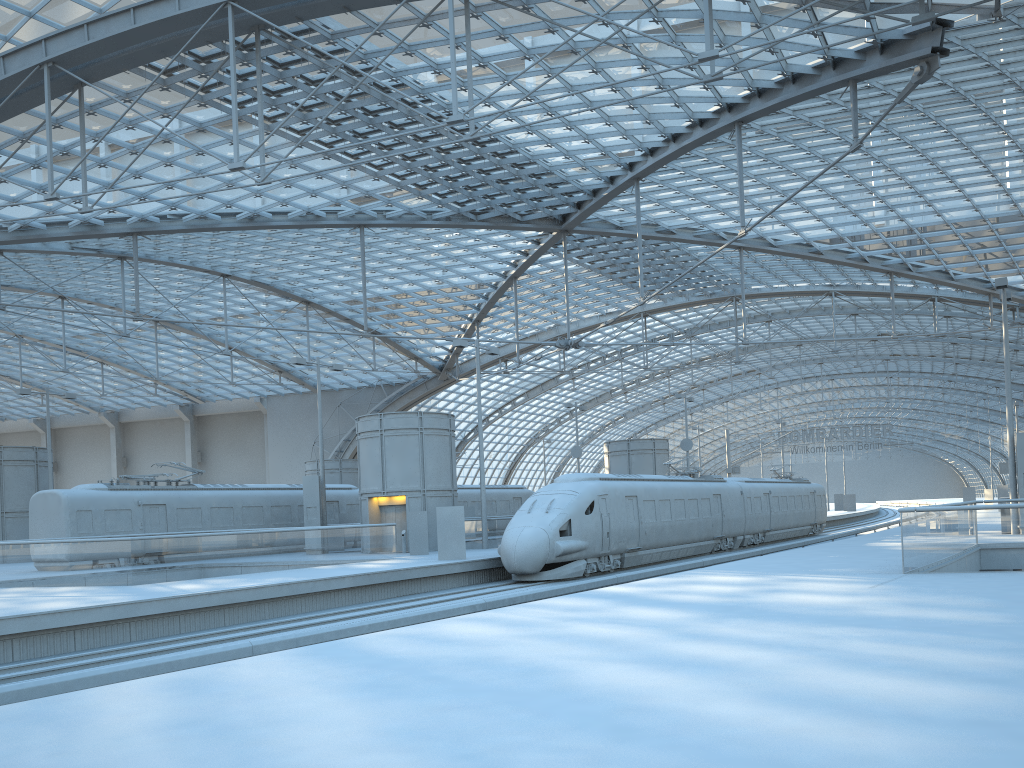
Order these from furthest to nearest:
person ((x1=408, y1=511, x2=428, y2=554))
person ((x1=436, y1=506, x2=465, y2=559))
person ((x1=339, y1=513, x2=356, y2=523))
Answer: person ((x1=339, y1=513, x2=356, y2=523)) → person ((x1=408, y1=511, x2=428, y2=554)) → person ((x1=436, y1=506, x2=465, y2=559))

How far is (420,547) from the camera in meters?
31.1

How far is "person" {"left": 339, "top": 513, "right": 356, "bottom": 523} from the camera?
39.6 meters

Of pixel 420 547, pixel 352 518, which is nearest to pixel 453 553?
pixel 420 547

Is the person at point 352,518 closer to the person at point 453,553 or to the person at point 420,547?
the person at point 420,547

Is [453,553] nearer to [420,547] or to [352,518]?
[420,547]

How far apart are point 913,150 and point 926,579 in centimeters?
3036cm

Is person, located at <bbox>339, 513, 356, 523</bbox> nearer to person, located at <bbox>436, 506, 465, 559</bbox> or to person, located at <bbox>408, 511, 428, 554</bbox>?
person, located at <bbox>408, 511, 428, 554</bbox>

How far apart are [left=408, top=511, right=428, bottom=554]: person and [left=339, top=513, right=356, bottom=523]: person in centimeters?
914cm

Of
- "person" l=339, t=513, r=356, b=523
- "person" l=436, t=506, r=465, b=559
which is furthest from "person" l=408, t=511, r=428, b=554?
"person" l=339, t=513, r=356, b=523
